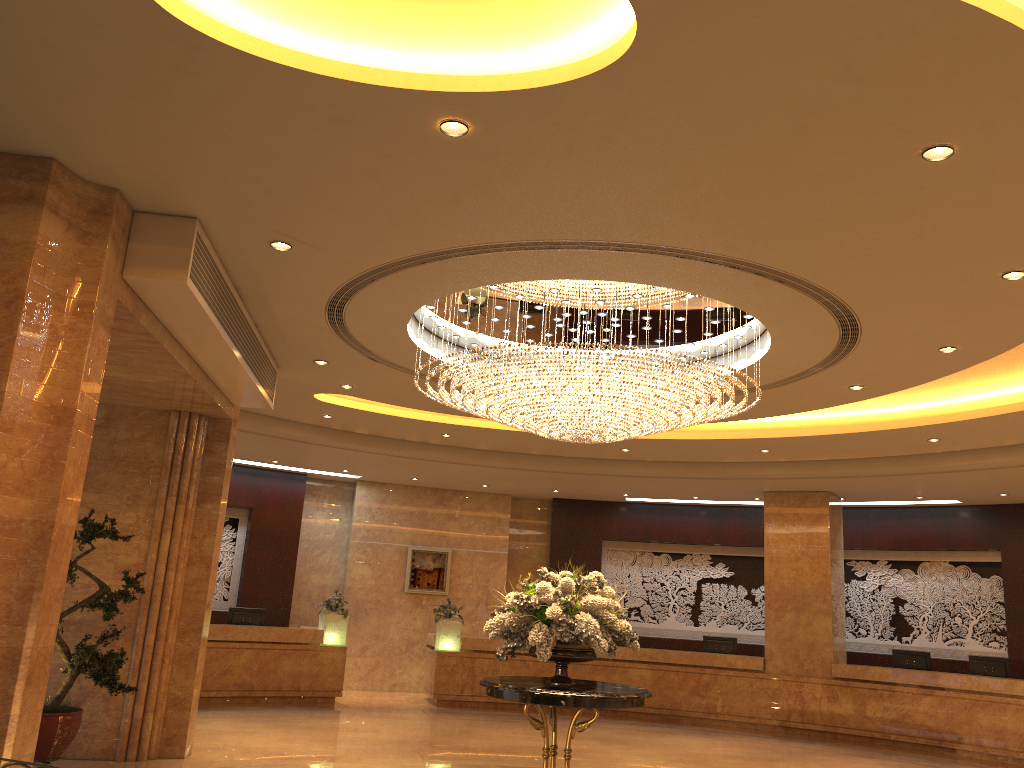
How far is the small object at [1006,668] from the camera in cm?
1333

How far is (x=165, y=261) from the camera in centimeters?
603cm

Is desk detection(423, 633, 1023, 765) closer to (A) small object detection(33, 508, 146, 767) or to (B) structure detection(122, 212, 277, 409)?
(B) structure detection(122, 212, 277, 409)

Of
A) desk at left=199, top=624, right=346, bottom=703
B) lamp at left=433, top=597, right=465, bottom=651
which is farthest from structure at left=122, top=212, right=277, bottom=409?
lamp at left=433, top=597, right=465, bottom=651

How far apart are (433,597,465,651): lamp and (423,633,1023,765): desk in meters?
0.1

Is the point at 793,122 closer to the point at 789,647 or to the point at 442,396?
the point at 442,396

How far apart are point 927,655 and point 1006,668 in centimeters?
114cm

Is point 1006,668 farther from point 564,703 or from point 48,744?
point 48,744

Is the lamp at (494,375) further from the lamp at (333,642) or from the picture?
the picture

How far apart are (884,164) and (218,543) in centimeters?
779cm
